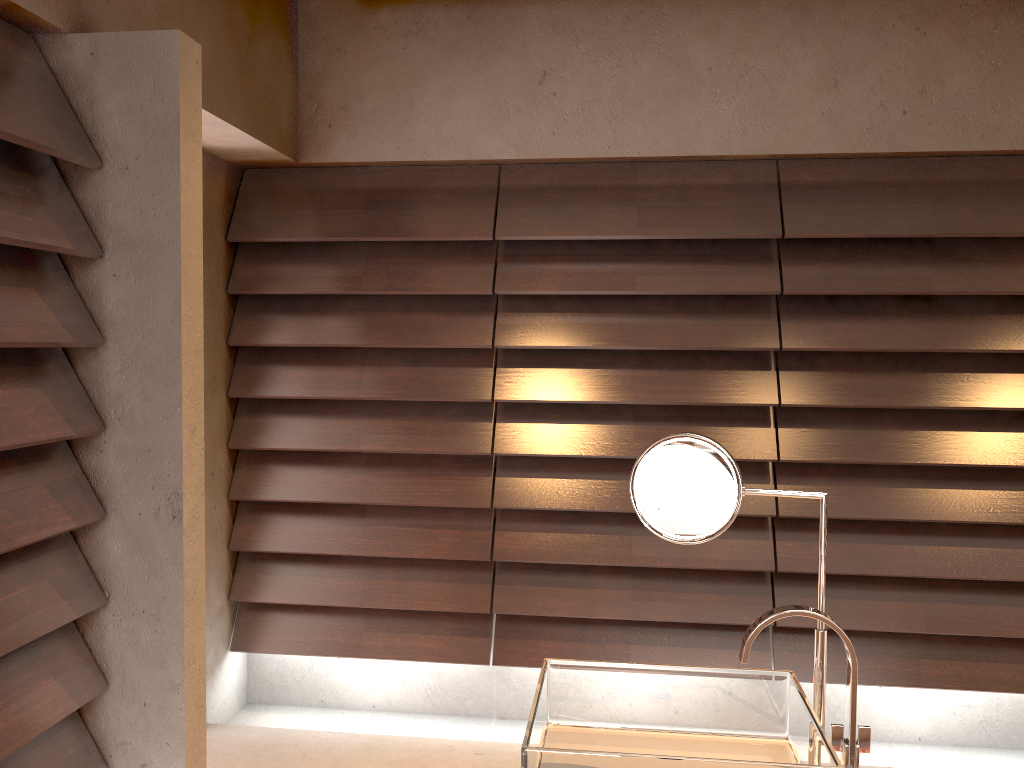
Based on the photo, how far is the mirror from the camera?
1.4 meters

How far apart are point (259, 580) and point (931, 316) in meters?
2.6

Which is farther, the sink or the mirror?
the mirror

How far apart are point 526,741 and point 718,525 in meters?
0.5 m

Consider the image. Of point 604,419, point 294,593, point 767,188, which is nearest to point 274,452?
point 294,593

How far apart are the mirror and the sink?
0.04m

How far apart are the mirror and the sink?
0.0 meters

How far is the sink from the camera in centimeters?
118cm

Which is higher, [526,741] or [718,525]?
[718,525]

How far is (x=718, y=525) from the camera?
1.43m
